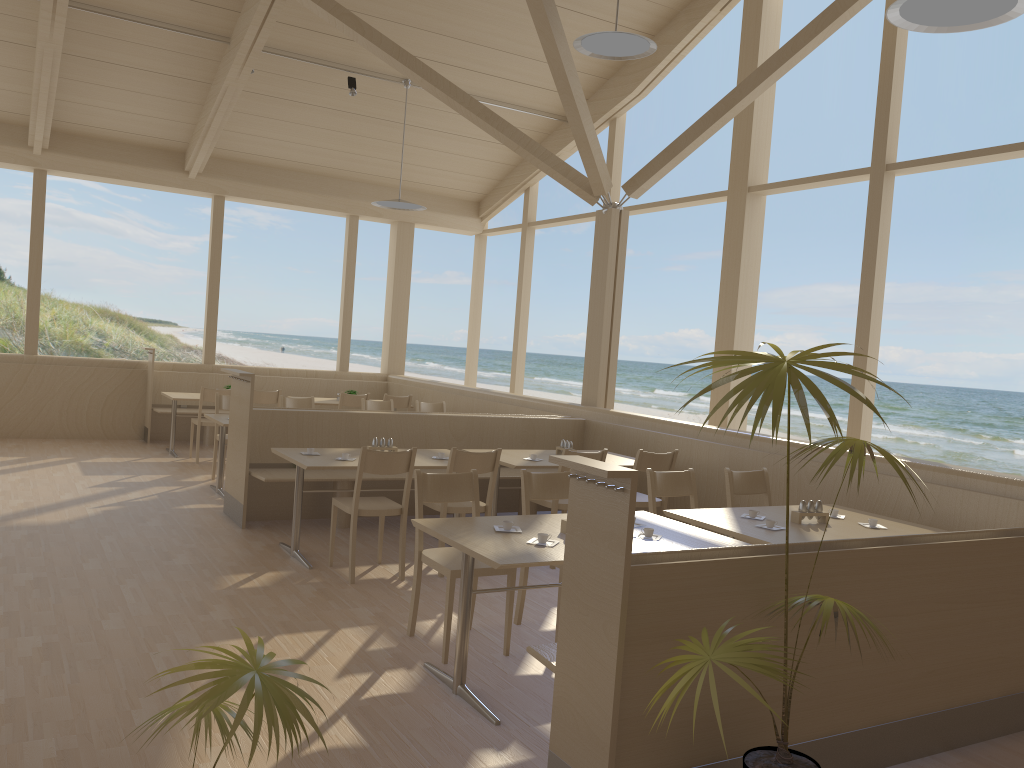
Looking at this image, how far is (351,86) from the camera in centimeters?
907cm

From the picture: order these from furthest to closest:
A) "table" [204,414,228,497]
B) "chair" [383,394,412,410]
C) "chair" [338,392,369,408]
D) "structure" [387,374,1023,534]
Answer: "chair" [383,394,412,410] → "chair" [338,392,369,408] → "table" [204,414,228,497] → "structure" [387,374,1023,534]

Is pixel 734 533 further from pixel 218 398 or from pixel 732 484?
pixel 218 398

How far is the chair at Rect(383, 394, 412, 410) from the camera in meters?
10.0

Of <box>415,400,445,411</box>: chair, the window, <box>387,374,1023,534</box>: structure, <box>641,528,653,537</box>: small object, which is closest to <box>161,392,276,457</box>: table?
the window

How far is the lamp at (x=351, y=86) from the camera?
9.07m

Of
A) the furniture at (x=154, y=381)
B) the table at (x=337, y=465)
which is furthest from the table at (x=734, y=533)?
the furniture at (x=154, y=381)

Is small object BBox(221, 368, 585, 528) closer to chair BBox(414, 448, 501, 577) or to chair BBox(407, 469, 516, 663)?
chair BBox(414, 448, 501, 577)

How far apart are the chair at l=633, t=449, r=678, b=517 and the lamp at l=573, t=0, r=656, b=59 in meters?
2.8 m

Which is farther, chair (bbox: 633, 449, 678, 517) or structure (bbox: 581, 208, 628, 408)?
structure (bbox: 581, 208, 628, 408)
